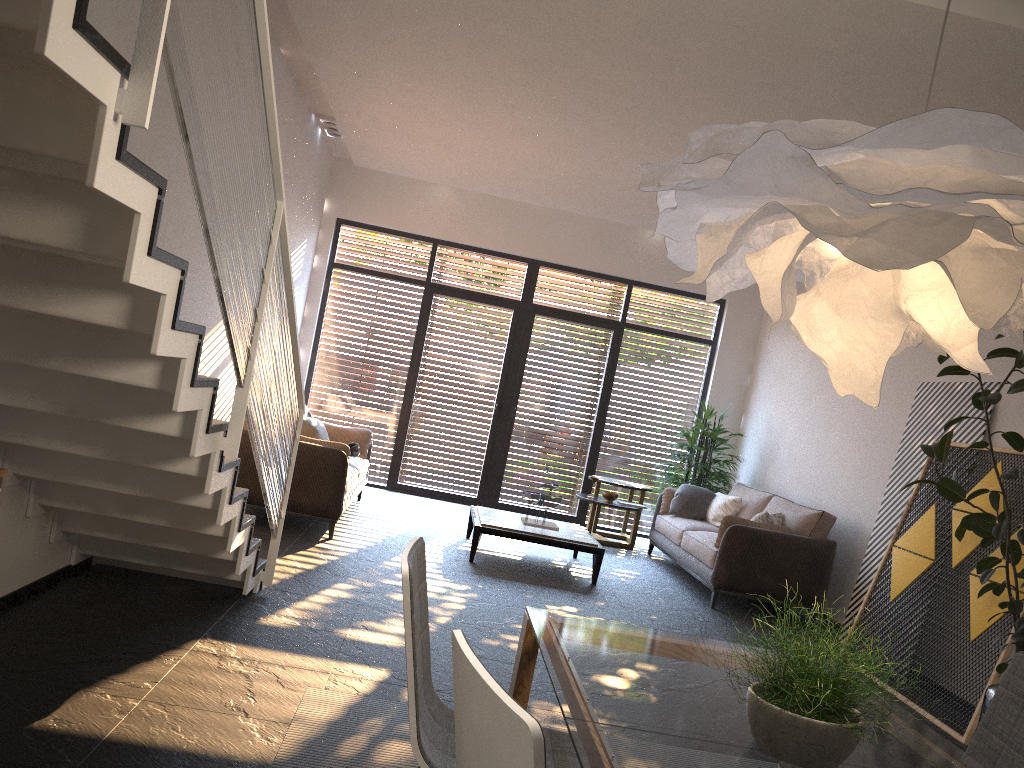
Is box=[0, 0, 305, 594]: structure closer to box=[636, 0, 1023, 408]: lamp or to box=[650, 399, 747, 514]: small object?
box=[636, 0, 1023, 408]: lamp

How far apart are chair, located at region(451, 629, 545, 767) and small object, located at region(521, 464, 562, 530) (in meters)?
5.73

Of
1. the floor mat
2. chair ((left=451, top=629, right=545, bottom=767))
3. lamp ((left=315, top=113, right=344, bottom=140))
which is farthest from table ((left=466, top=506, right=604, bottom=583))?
chair ((left=451, top=629, right=545, bottom=767))

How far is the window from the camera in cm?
1012

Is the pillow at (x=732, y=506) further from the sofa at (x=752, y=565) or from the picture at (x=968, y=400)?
the picture at (x=968, y=400)

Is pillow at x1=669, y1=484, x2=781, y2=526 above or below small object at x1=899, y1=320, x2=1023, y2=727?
below

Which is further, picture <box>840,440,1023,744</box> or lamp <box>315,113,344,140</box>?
lamp <box>315,113,344,140</box>

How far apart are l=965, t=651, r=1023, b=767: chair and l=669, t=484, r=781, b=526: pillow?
4.77m

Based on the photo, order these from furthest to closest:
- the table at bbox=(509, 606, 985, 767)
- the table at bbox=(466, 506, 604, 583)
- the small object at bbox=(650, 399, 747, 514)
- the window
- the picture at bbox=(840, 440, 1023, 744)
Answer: the window, the small object at bbox=(650, 399, 747, 514), the table at bbox=(466, 506, 604, 583), the picture at bbox=(840, 440, 1023, 744), the table at bbox=(509, 606, 985, 767)

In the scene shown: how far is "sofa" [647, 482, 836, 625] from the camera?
6.8 meters
